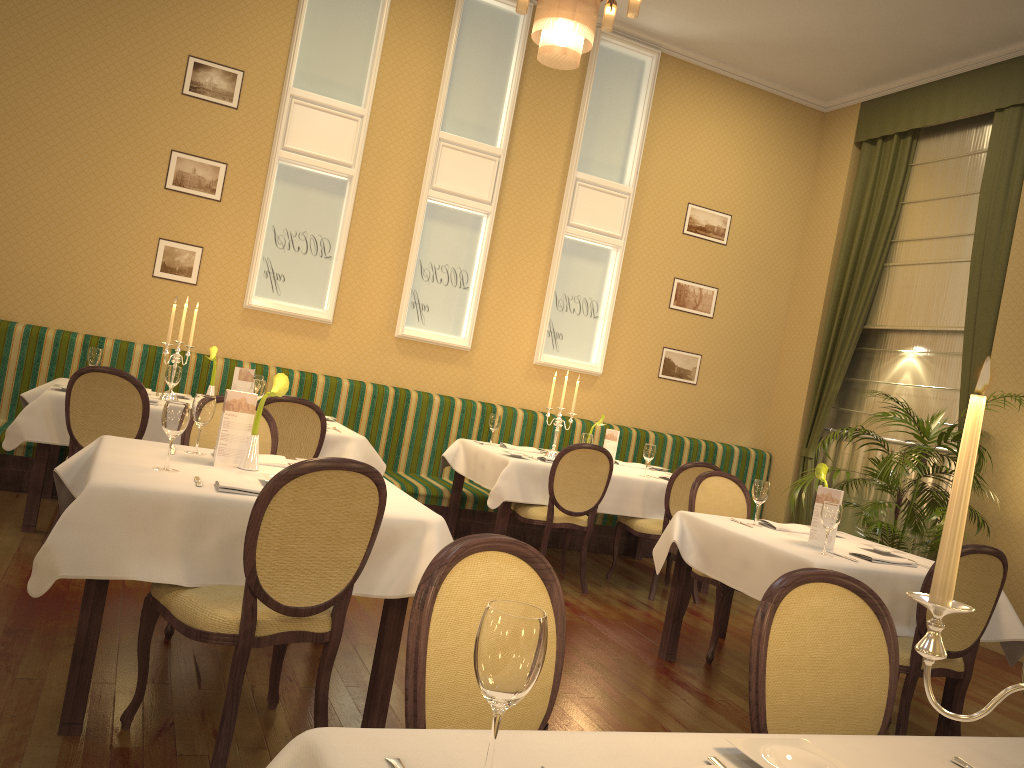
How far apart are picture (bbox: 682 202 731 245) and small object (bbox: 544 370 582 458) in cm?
282

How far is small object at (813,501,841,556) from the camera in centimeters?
379cm

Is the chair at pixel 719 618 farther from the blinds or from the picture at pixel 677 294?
the picture at pixel 677 294

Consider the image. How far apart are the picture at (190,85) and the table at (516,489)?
3.0 meters

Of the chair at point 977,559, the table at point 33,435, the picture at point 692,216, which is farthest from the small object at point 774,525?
the picture at point 692,216

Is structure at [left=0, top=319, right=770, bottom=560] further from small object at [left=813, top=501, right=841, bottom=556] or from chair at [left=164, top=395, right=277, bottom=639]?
small object at [left=813, top=501, right=841, bottom=556]

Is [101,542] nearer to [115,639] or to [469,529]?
[115,639]

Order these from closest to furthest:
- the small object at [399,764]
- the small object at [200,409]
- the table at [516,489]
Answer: the small object at [399,764], the small object at [200,409], the table at [516,489]

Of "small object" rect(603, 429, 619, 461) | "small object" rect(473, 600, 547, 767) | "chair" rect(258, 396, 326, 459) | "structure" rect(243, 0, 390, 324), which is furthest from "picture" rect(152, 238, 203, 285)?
"small object" rect(473, 600, 547, 767)

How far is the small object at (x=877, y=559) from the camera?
3.89m
